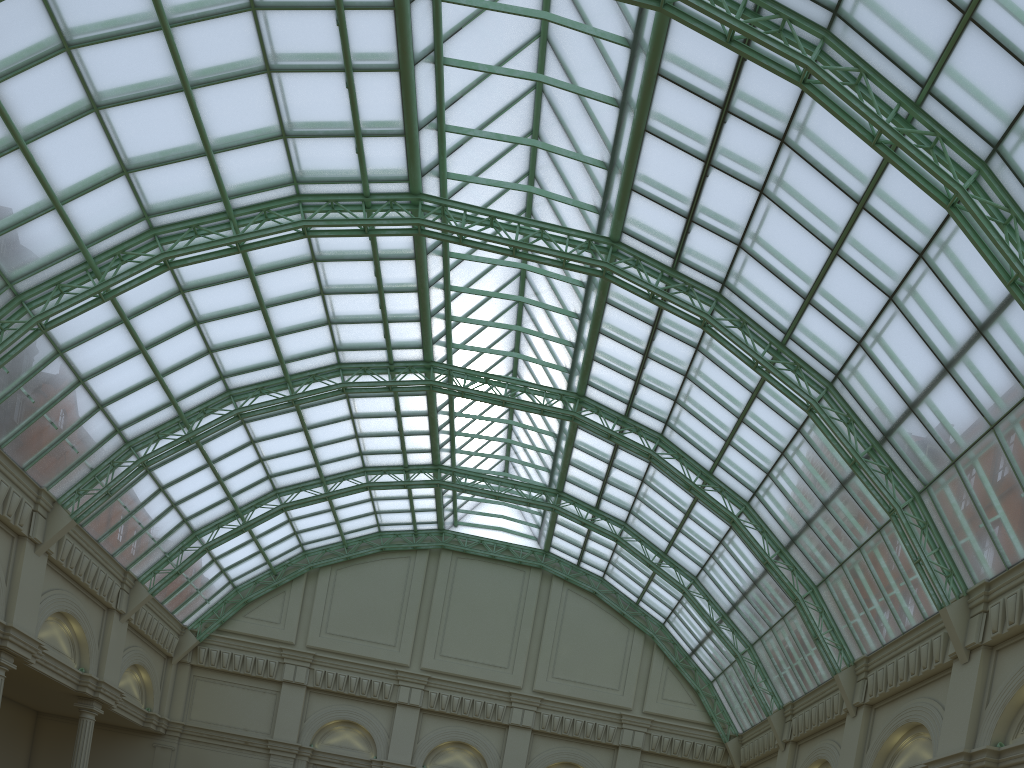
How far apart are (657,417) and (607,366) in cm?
381

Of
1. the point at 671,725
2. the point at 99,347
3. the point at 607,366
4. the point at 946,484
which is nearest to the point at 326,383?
the point at 99,347
